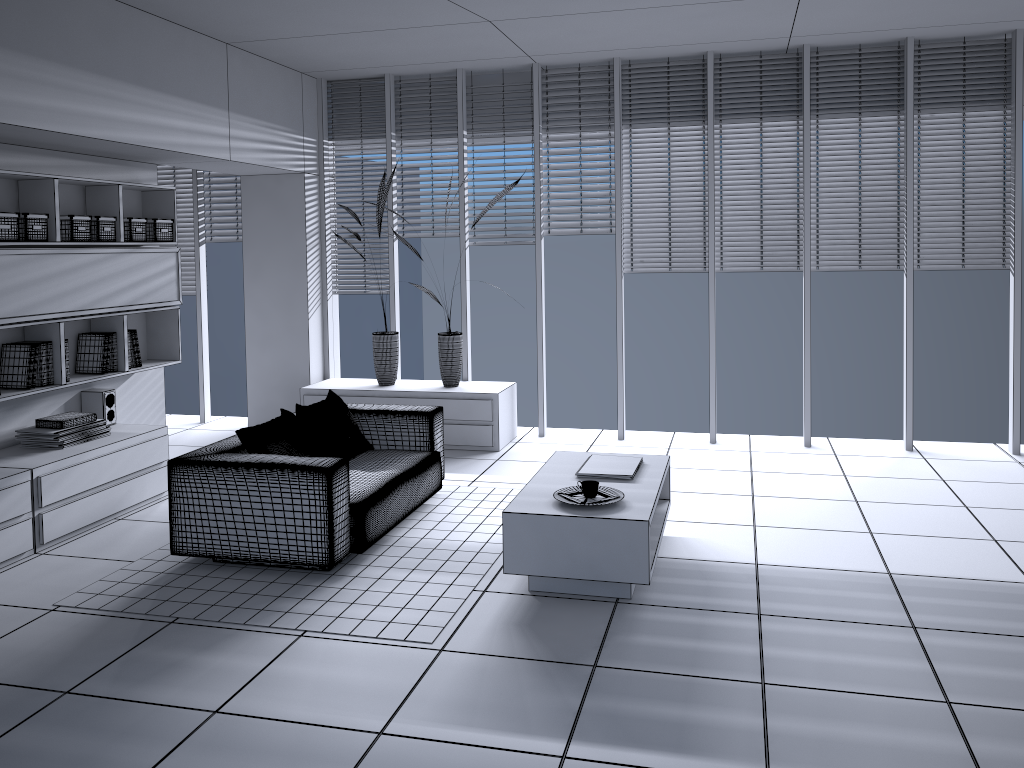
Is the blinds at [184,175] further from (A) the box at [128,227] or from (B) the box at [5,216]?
(B) the box at [5,216]

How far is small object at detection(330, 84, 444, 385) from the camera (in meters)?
7.16

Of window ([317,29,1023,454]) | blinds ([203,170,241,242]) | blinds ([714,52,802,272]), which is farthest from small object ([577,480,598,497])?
blinds ([203,170,241,242])

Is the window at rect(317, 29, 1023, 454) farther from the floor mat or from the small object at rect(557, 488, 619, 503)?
the small object at rect(557, 488, 619, 503)

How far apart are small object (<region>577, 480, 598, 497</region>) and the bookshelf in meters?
3.2 m

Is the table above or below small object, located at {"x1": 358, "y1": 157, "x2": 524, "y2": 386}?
below

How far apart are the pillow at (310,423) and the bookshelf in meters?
1.4

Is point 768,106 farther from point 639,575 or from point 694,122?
point 639,575

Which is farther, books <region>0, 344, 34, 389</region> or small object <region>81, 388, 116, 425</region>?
small object <region>81, 388, 116, 425</region>

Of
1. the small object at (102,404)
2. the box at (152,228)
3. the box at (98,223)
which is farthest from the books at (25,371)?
the box at (152,228)
